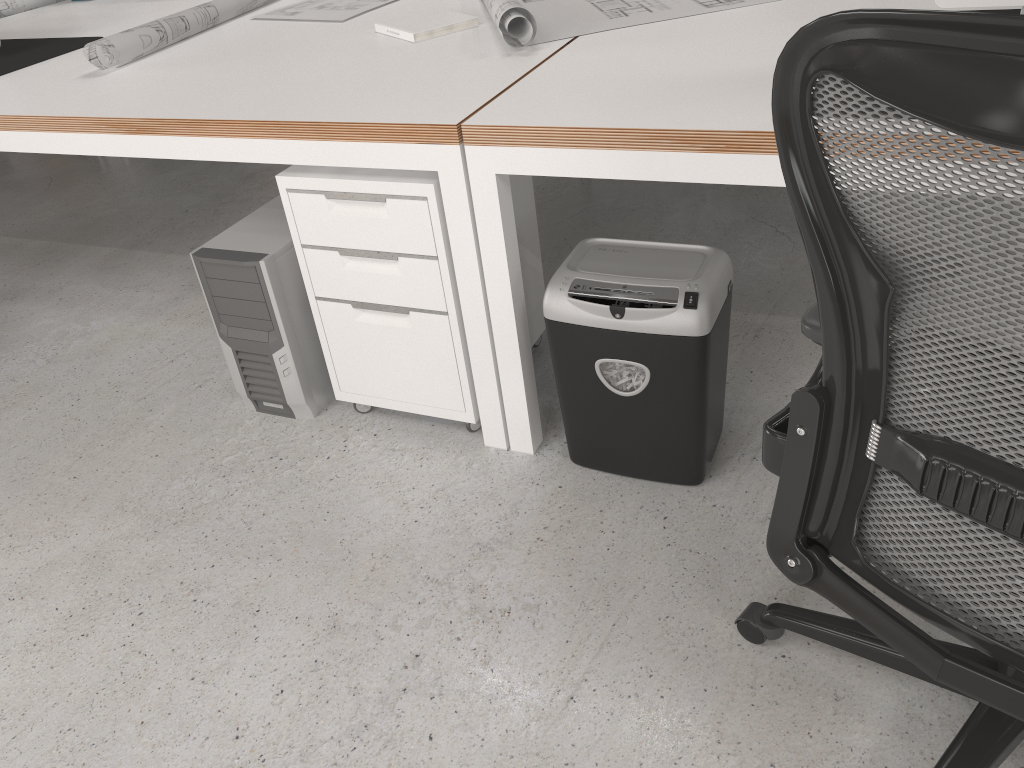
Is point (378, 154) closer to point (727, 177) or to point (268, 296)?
point (268, 296)

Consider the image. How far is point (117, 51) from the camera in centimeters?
239cm

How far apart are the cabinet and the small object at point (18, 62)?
1.3m

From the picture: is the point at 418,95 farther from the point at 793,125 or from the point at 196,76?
the point at 793,125

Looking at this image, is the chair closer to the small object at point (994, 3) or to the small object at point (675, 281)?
the small object at point (675, 281)

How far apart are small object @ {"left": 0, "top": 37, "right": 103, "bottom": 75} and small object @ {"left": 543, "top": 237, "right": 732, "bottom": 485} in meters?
1.9

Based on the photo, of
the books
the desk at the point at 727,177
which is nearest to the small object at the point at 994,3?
the desk at the point at 727,177

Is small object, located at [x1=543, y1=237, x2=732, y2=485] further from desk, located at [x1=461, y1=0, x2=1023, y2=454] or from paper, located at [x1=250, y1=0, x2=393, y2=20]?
paper, located at [x1=250, y1=0, x2=393, y2=20]

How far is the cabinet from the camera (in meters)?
1.80

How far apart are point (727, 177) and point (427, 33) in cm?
112
